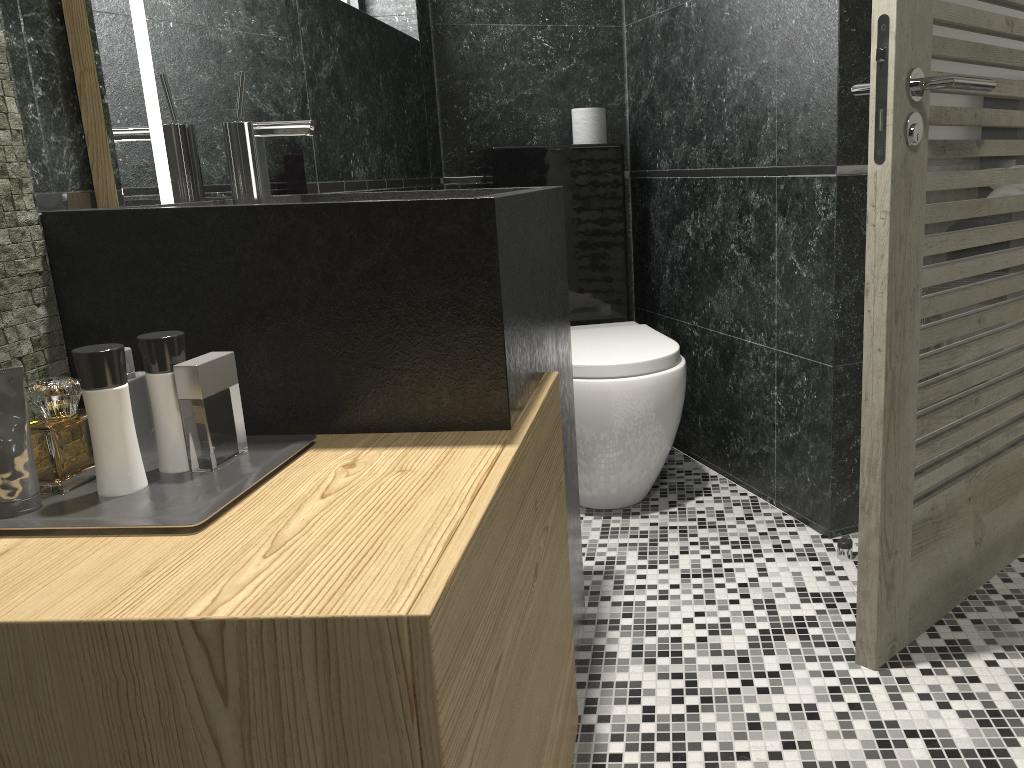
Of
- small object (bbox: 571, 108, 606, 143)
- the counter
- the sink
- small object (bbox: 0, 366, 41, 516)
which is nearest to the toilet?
small object (bbox: 571, 108, 606, 143)

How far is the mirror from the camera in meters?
1.3 m

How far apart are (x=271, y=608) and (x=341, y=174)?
1.8m

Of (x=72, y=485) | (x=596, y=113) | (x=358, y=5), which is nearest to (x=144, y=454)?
(x=72, y=485)

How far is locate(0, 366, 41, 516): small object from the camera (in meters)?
1.02

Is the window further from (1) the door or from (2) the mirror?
(1) the door

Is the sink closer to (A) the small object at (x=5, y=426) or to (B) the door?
(A) the small object at (x=5, y=426)

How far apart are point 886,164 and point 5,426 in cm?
146

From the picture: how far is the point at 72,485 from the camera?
6.4m

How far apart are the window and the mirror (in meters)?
1.25
